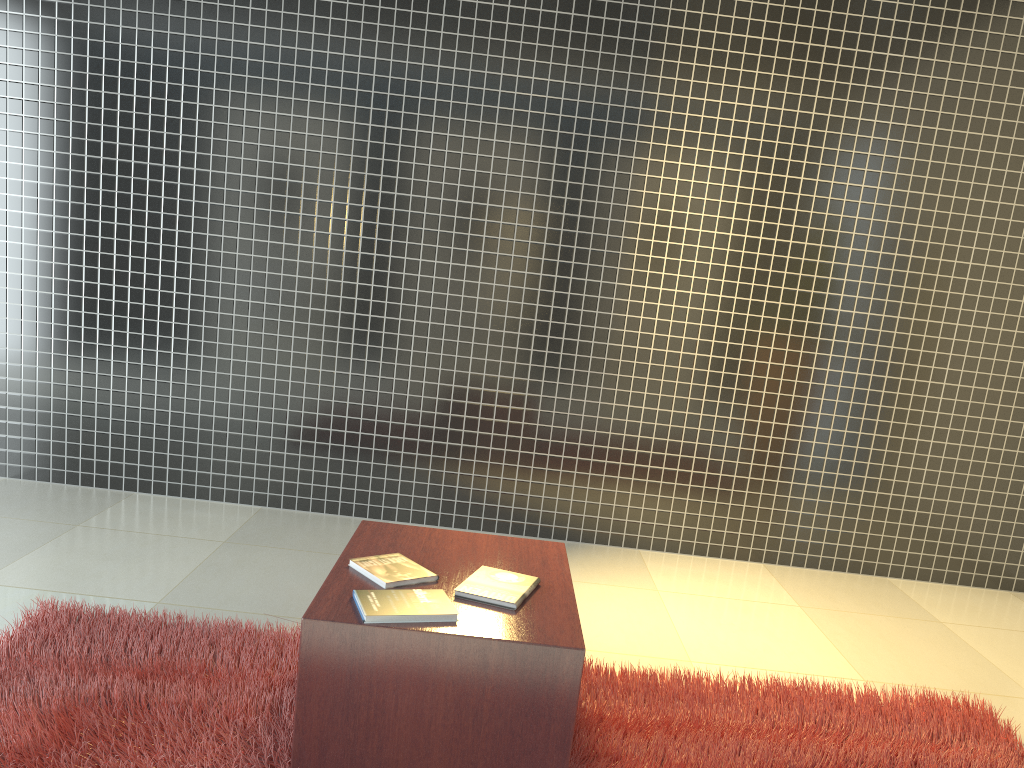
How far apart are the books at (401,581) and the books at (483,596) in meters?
0.1 m

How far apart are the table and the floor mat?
0.1 meters

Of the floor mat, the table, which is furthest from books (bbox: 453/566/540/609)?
A: the floor mat

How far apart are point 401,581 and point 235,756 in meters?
0.6

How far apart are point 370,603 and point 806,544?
3.0 meters

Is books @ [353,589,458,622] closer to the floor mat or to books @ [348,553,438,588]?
books @ [348,553,438,588]

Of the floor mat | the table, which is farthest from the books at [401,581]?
the floor mat

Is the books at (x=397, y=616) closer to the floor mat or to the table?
the table

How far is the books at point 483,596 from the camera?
2.2 meters

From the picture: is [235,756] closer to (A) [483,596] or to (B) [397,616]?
(B) [397,616]
